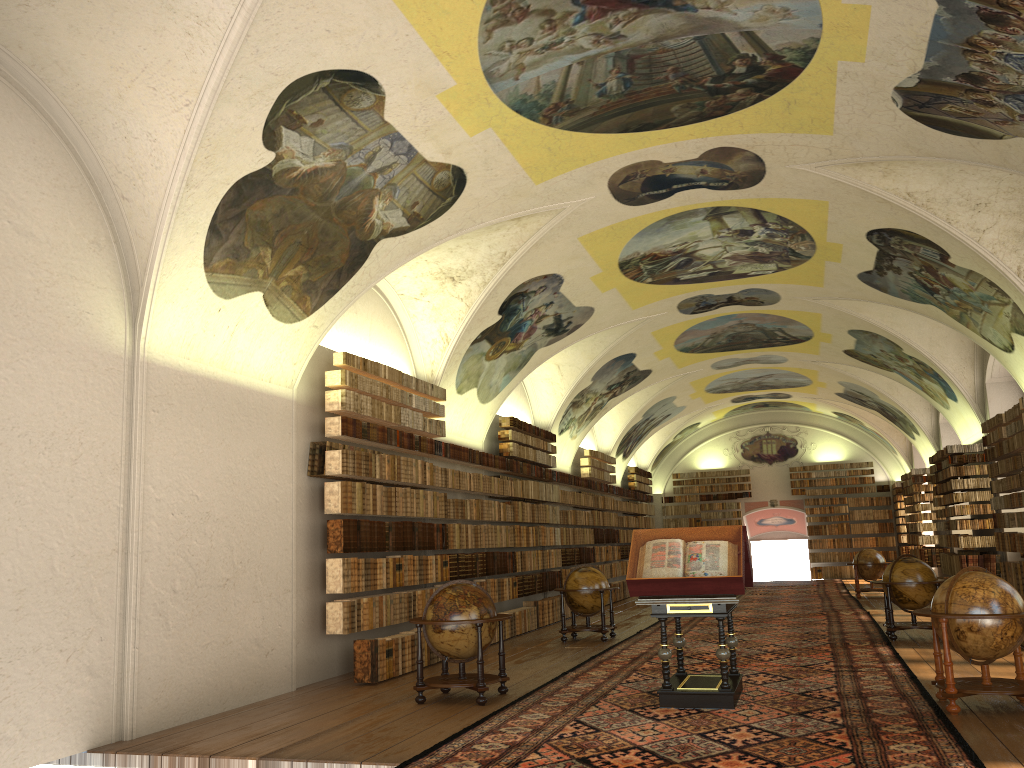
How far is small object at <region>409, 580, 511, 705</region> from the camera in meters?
10.5

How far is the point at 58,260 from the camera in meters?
9.0

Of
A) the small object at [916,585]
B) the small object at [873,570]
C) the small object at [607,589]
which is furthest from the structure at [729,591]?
the small object at [873,570]

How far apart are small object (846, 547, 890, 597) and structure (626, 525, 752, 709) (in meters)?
16.28

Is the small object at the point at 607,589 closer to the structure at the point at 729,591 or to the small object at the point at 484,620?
the small object at the point at 484,620

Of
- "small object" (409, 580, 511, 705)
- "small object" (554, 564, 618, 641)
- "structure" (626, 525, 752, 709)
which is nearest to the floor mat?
"structure" (626, 525, 752, 709)

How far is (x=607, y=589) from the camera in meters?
16.8 m

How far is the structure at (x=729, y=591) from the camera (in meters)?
9.48

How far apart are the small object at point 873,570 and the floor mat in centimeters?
55cm

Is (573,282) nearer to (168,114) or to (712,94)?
(712,94)
